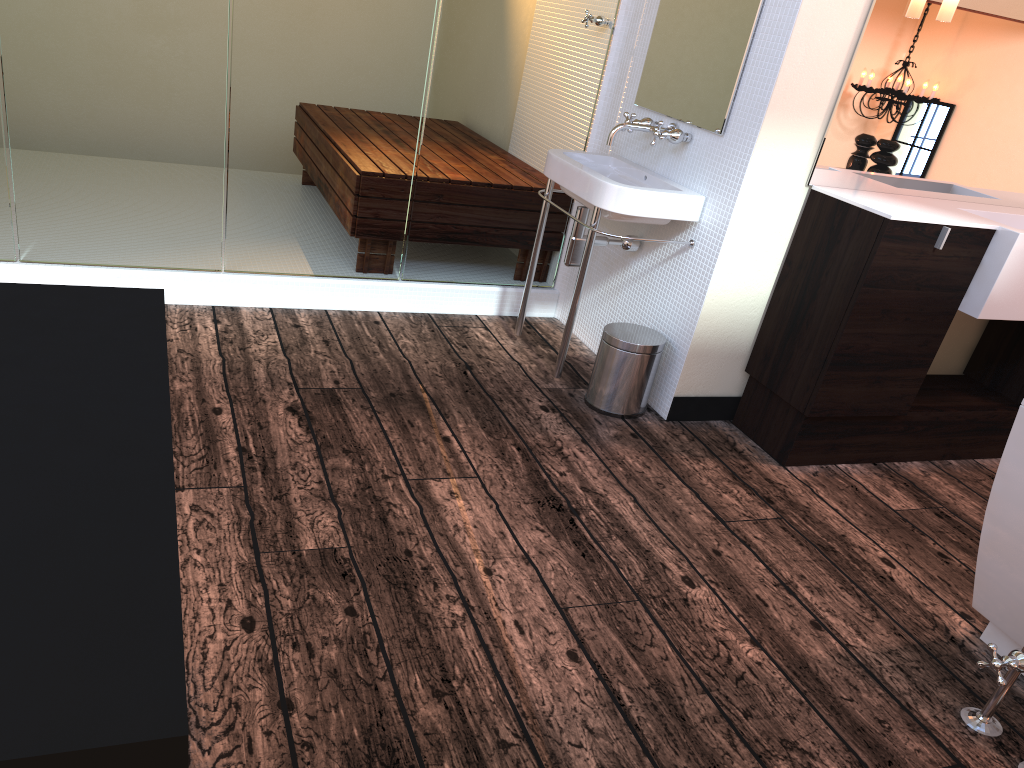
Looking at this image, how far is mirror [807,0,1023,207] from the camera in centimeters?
266cm

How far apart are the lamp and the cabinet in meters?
0.6

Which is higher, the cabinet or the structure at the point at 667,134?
the structure at the point at 667,134

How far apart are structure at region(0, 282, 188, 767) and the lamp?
2.4m

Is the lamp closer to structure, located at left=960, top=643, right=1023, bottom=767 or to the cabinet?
the cabinet

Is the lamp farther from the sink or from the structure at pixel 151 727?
the structure at pixel 151 727

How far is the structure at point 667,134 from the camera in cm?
294

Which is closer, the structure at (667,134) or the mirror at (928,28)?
the mirror at (928,28)

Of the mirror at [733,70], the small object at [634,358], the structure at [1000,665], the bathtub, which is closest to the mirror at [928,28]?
the mirror at [733,70]

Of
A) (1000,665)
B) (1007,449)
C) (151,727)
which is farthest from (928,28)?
(151,727)
